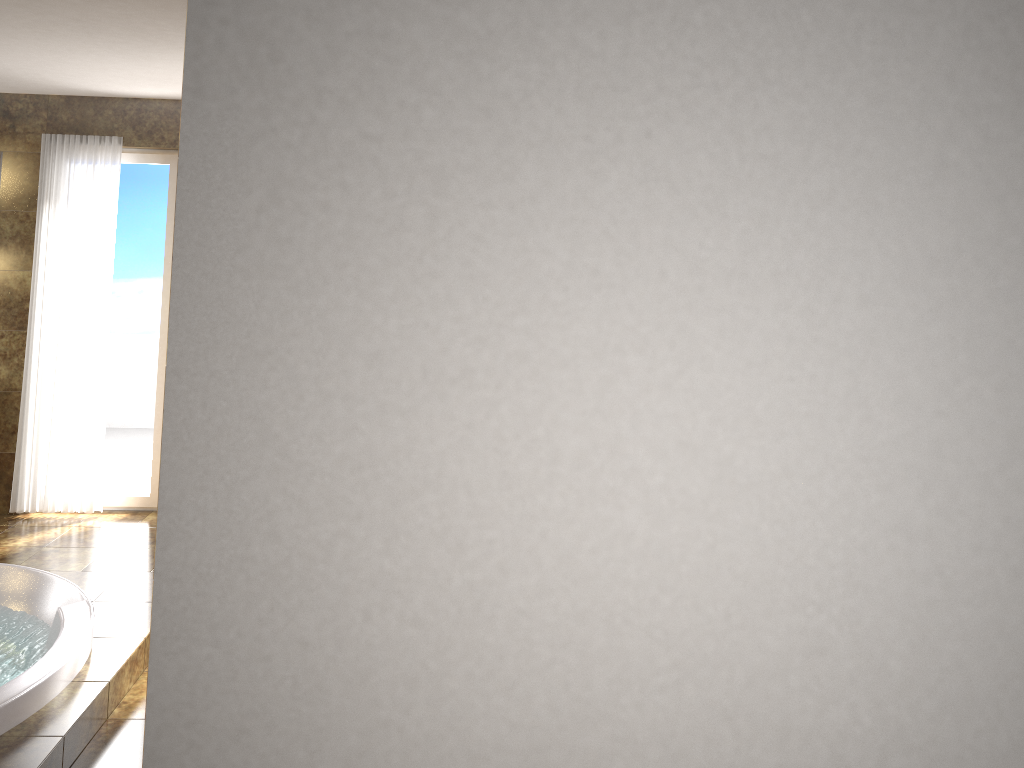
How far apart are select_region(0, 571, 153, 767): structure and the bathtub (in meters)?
0.02

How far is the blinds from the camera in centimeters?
510cm

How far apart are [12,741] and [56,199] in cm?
335

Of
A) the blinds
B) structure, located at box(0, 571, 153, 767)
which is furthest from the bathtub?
the blinds

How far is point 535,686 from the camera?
1.6m

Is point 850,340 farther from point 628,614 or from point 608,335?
point 628,614

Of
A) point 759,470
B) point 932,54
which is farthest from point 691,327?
point 932,54

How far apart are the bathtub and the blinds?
1.3 meters

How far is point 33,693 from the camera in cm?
296

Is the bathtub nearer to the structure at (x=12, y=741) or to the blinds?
the structure at (x=12, y=741)
